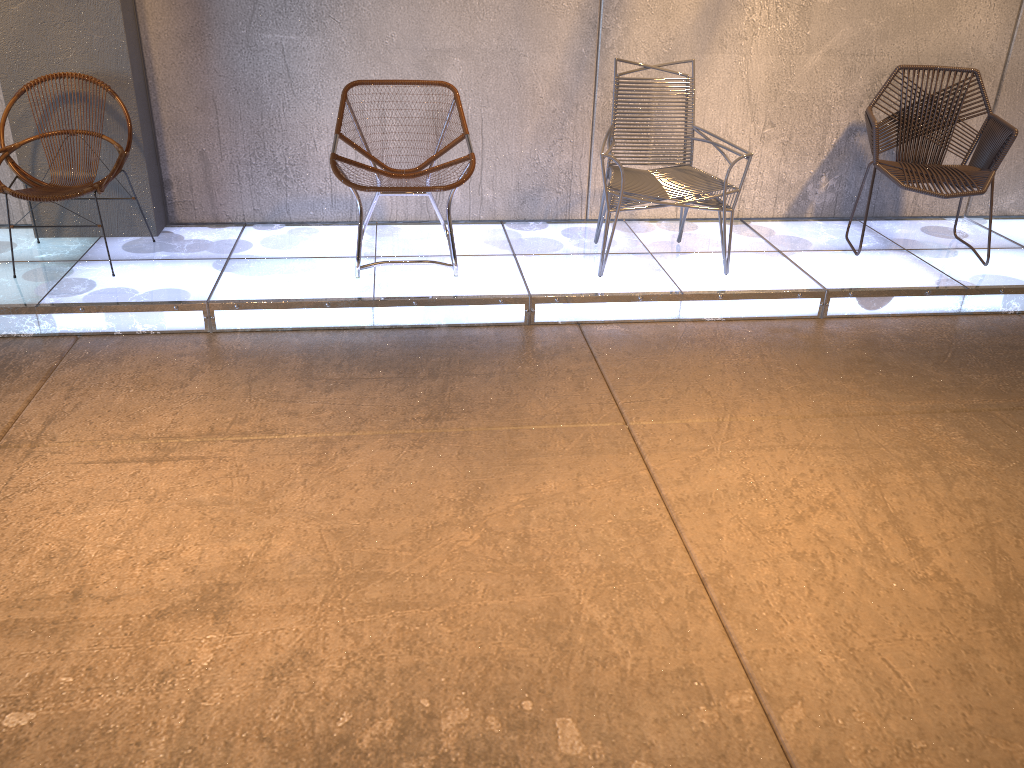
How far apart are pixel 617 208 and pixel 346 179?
1.2 meters

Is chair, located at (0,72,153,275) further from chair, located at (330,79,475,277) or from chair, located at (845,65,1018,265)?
chair, located at (845,65,1018,265)

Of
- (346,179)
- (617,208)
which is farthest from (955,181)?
(346,179)

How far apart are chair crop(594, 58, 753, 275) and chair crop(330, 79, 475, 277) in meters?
0.6 m

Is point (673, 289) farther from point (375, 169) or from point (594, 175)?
point (375, 169)

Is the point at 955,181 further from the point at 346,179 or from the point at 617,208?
the point at 346,179

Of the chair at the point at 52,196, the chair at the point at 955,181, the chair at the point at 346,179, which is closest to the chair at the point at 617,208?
the chair at the point at 346,179

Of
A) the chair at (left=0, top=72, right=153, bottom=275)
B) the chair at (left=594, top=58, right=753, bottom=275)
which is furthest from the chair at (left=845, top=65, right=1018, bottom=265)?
the chair at (left=0, top=72, right=153, bottom=275)

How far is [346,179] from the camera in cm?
390

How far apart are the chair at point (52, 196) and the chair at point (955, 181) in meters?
3.6
